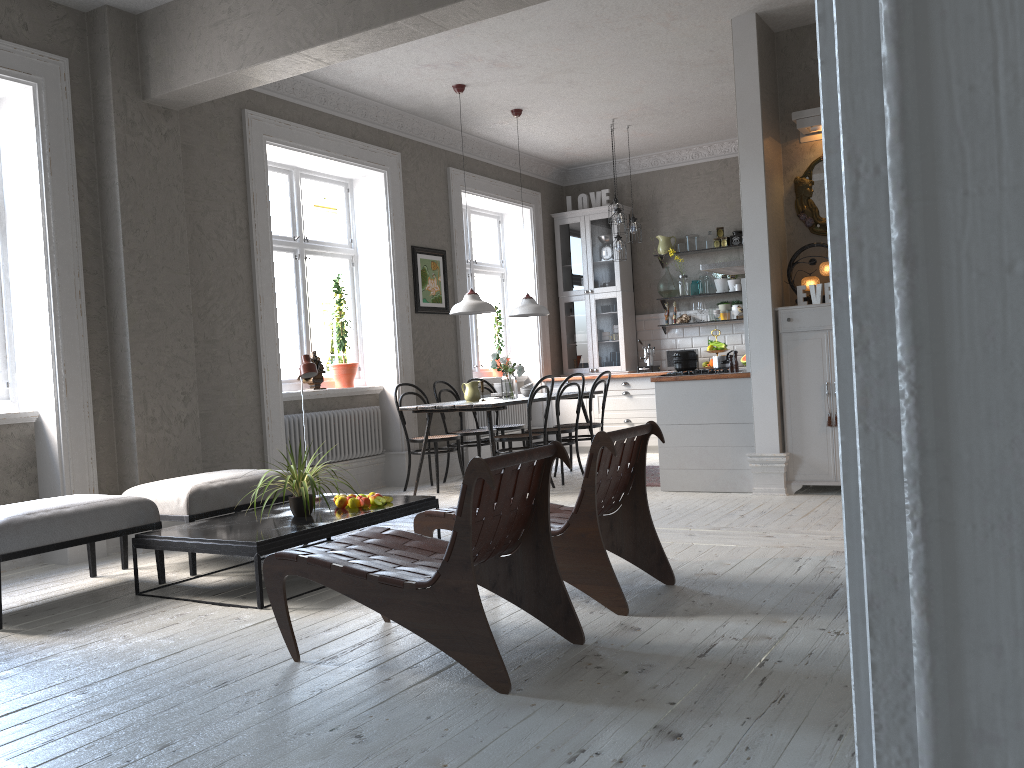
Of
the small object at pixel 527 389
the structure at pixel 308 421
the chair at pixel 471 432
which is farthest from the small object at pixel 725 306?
the structure at pixel 308 421

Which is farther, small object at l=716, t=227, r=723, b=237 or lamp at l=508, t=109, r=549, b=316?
small object at l=716, t=227, r=723, b=237

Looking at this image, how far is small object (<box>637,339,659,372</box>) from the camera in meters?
9.7 m

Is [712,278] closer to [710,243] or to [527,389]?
[710,243]

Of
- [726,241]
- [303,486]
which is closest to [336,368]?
[303,486]

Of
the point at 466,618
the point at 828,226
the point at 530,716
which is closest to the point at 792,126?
the point at 466,618

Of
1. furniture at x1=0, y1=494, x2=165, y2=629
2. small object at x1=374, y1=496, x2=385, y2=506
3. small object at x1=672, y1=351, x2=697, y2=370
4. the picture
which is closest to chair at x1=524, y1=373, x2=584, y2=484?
small object at x1=672, y1=351, x2=697, y2=370

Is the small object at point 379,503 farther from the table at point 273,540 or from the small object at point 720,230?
the small object at point 720,230

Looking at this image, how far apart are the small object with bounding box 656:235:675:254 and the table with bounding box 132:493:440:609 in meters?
5.7 m

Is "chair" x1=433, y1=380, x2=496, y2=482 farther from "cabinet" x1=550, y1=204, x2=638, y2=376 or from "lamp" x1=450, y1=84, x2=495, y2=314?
"cabinet" x1=550, y1=204, x2=638, y2=376
